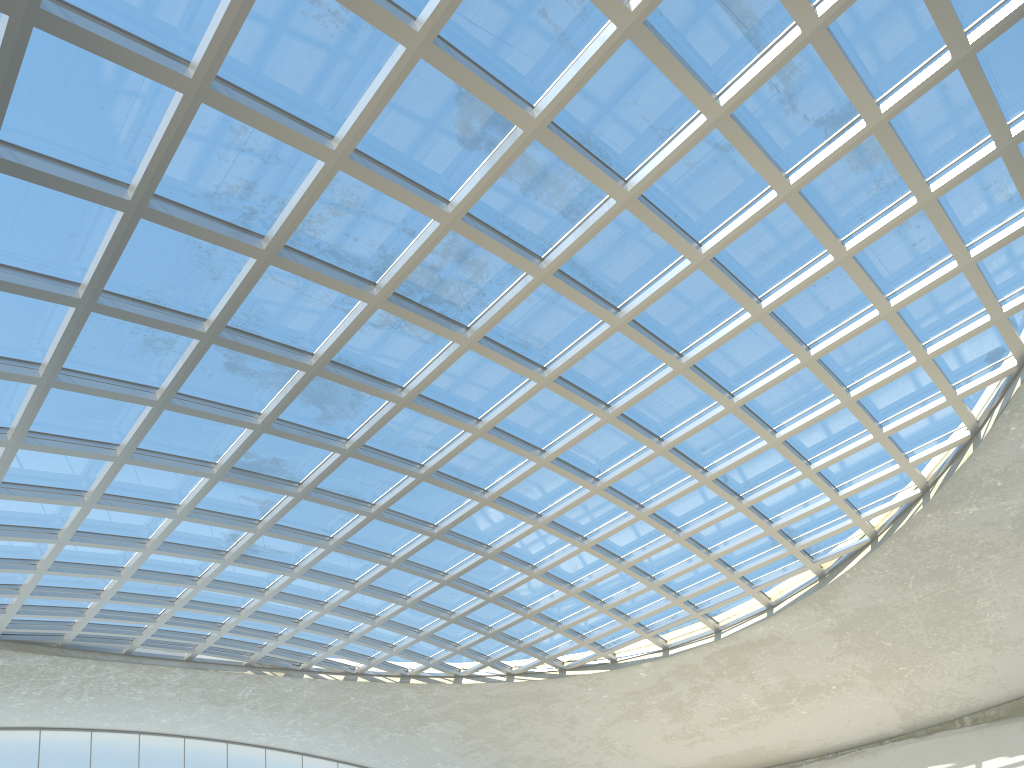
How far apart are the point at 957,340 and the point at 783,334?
11.1 meters
